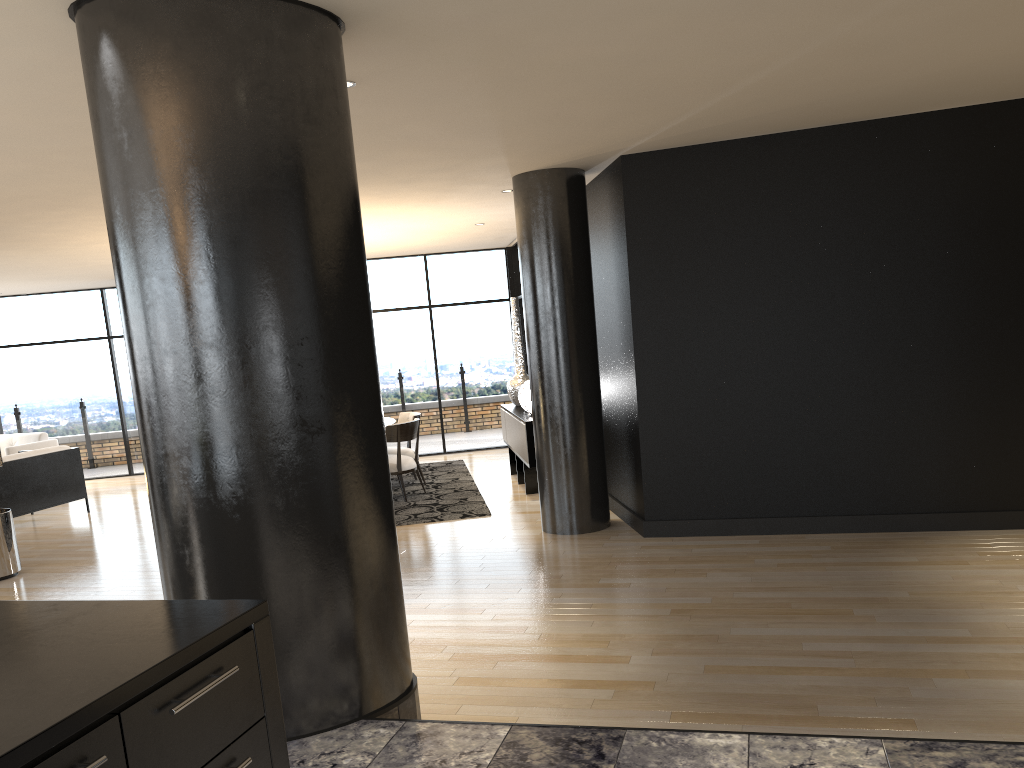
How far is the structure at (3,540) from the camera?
6.94m

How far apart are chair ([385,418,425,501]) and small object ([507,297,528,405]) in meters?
1.4

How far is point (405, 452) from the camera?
9.57m

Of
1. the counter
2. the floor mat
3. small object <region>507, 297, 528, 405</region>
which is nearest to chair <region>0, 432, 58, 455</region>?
the floor mat

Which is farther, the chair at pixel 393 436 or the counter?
the chair at pixel 393 436

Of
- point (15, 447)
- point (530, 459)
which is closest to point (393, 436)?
point (530, 459)

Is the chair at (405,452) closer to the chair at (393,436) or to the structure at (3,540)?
the chair at (393,436)

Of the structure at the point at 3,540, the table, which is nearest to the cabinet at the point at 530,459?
the table

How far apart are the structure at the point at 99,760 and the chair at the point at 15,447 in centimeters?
1075cm

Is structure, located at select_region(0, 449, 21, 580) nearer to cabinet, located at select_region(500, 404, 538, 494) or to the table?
the table
